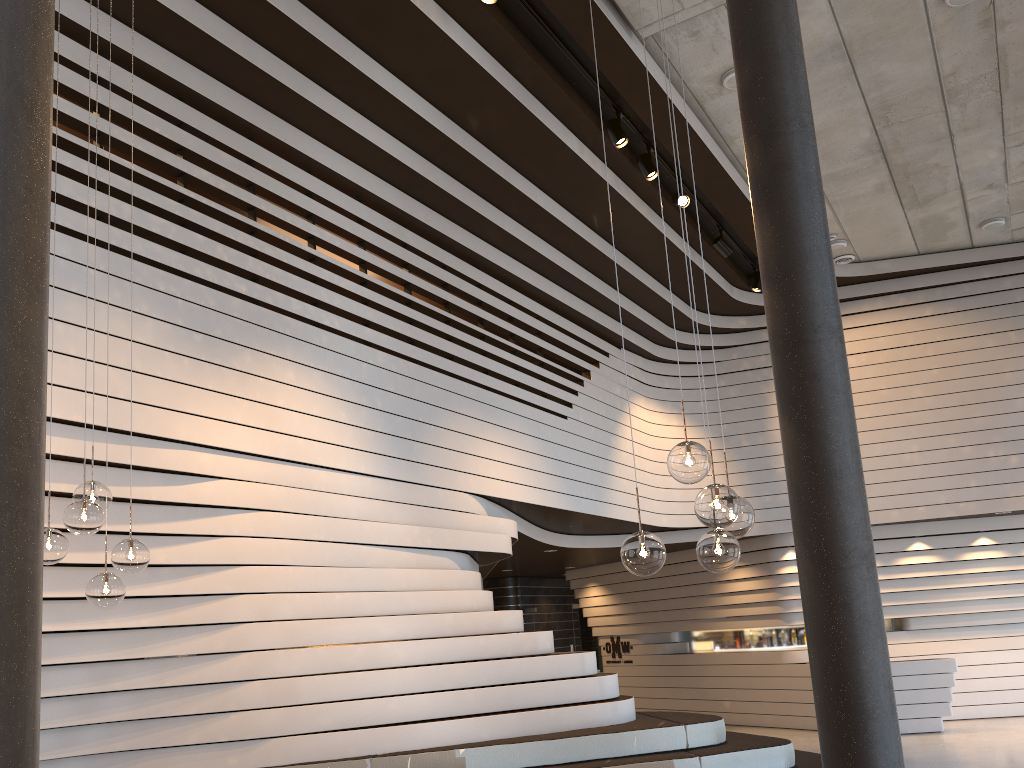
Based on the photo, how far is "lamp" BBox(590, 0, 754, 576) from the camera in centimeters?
319cm

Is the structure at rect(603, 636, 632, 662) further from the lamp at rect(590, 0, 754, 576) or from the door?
the lamp at rect(590, 0, 754, 576)

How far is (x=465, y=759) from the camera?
5.5 meters

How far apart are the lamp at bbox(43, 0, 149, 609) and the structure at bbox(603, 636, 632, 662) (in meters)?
12.45

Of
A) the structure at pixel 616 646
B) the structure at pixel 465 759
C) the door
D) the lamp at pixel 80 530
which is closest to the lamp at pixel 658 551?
the lamp at pixel 80 530

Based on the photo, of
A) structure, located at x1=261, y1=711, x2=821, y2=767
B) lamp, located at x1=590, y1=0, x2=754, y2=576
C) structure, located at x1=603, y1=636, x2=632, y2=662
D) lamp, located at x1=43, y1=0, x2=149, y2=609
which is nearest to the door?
structure, located at x1=603, y1=636, x2=632, y2=662

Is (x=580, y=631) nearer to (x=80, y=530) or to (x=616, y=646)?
(x=616, y=646)

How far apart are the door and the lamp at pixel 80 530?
13.1m

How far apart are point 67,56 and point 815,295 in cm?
452

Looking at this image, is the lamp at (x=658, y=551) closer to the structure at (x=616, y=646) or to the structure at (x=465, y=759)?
the structure at (x=465, y=759)
